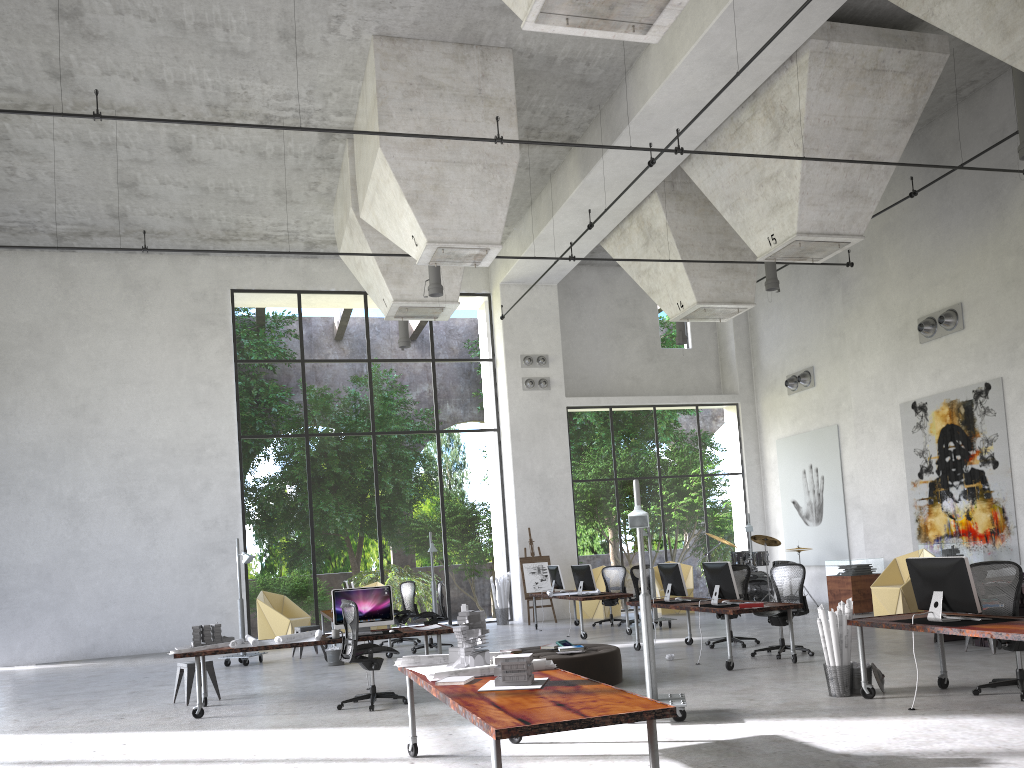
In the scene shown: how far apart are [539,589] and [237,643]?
10.12m

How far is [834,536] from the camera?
18.9 meters

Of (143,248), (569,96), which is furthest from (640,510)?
(143,248)

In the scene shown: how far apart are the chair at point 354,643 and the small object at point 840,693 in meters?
4.4

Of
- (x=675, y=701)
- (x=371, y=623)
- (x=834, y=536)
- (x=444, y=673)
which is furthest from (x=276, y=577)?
(x=444, y=673)

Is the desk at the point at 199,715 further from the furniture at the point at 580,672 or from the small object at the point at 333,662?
the small object at the point at 333,662

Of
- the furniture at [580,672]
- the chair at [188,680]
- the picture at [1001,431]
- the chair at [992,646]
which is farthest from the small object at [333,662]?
the picture at [1001,431]

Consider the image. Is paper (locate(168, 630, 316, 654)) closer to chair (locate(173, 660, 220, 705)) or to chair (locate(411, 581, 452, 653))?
chair (locate(173, 660, 220, 705))

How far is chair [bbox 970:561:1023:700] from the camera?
7.6 meters

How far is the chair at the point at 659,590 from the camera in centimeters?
1883cm
